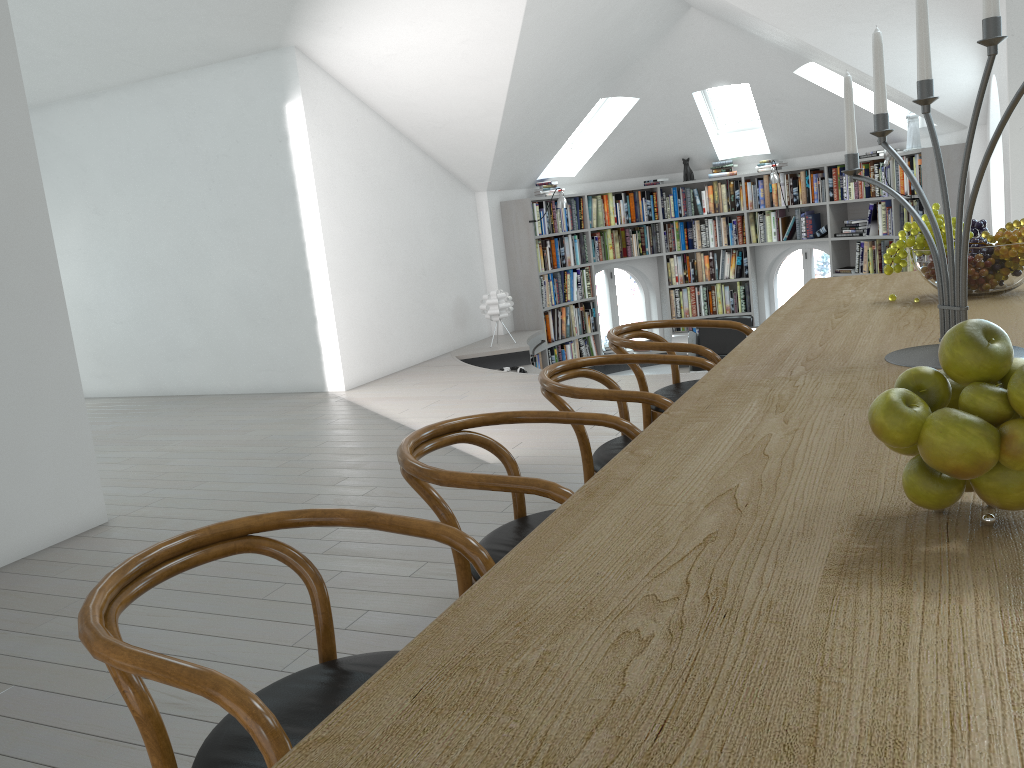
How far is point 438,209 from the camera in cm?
829

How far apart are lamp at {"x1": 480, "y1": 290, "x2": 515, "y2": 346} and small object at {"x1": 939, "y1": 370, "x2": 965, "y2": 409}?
7.3m

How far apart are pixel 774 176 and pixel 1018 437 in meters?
9.0 m

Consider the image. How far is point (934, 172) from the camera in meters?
7.4

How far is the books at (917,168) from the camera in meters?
7.9

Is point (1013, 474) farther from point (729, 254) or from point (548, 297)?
point (729, 254)

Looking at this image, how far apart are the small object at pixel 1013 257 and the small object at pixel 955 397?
1.62m

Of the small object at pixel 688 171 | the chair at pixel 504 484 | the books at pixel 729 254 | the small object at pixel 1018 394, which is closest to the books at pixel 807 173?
the small object at pixel 688 171

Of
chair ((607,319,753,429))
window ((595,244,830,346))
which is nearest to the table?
chair ((607,319,753,429))

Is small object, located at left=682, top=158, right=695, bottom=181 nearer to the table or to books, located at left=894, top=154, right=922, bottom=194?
books, located at left=894, top=154, right=922, bottom=194
